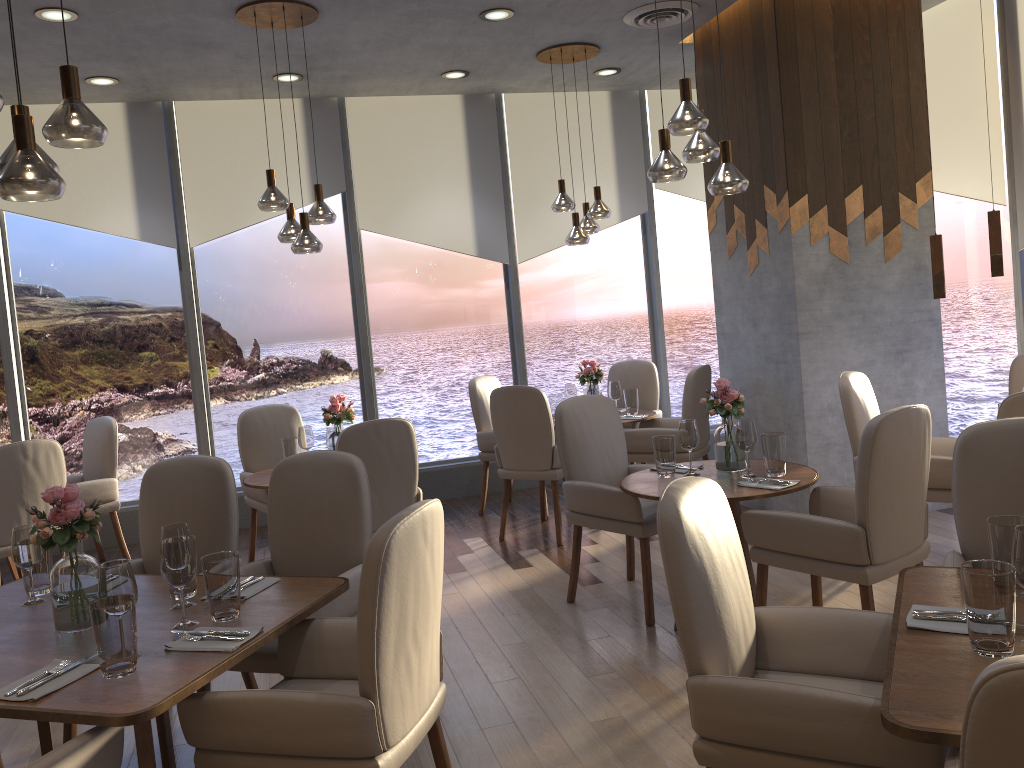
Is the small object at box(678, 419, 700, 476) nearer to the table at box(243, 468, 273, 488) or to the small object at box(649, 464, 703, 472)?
the small object at box(649, 464, 703, 472)

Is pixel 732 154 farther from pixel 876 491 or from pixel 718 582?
pixel 718 582

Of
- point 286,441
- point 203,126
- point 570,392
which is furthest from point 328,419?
point 203,126

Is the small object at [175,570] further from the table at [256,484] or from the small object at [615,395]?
the small object at [615,395]

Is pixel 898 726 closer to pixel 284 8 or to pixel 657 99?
pixel 284 8

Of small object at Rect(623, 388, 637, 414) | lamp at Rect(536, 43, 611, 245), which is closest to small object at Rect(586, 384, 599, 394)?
small object at Rect(623, 388, 637, 414)

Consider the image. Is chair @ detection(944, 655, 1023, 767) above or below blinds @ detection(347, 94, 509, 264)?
below

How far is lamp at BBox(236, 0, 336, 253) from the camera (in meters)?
4.70

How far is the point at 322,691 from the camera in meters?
2.4

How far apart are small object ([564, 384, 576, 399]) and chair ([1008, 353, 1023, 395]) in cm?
268
